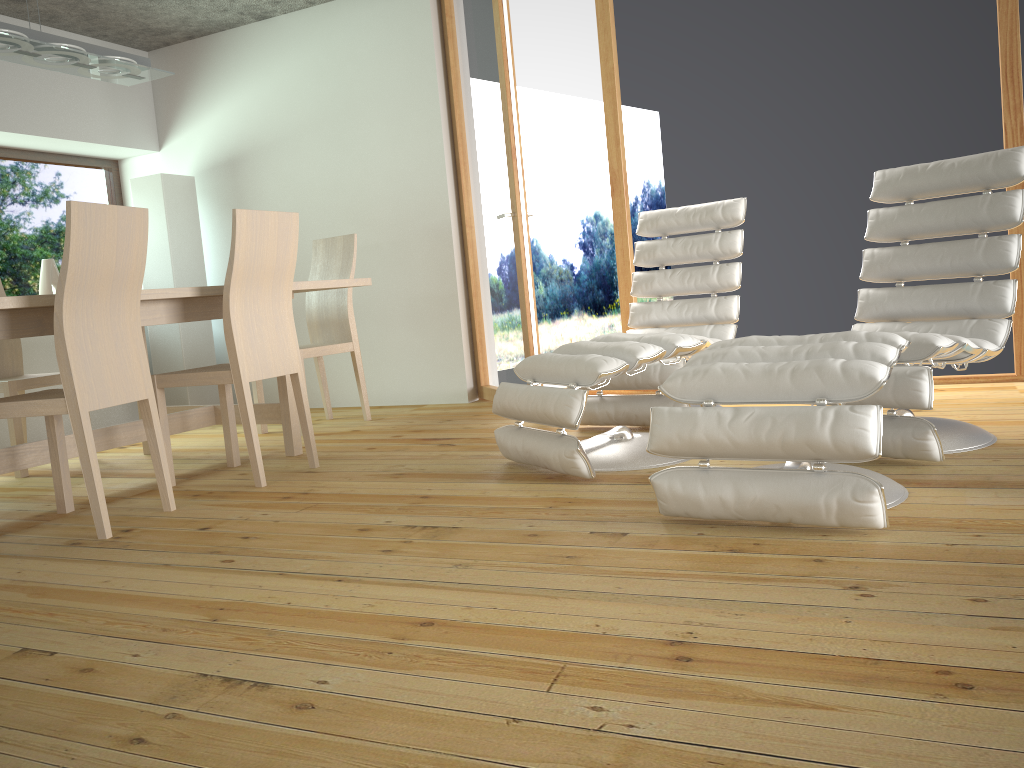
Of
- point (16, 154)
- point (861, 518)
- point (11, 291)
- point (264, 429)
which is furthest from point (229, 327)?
point (16, 154)

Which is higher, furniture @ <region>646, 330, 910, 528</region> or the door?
the door

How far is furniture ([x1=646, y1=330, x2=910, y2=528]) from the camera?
2.0m

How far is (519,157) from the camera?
4.3m

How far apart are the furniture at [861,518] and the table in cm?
185

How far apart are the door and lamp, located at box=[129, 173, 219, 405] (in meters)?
1.82

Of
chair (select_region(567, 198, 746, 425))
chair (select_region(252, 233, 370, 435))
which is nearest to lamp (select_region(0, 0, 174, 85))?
chair (select_region(252, 233, 370, 435))

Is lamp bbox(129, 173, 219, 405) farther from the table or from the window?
the table

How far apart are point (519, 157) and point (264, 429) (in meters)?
1.95

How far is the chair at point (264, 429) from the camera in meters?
4.7 m
